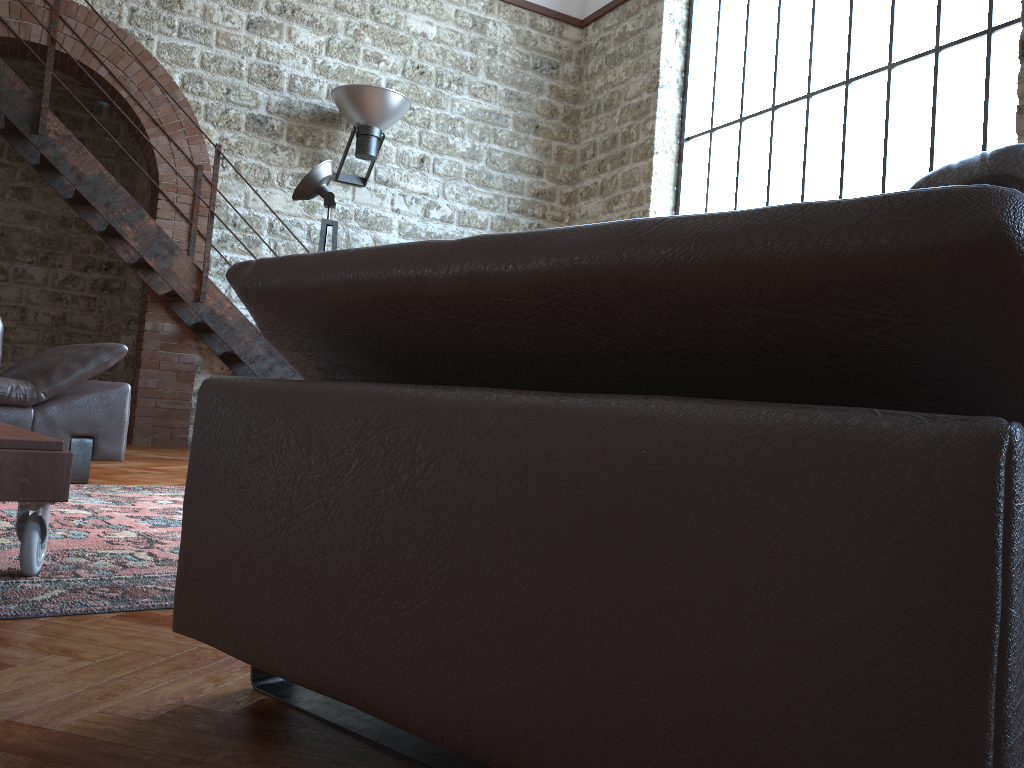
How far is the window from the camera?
5.29m

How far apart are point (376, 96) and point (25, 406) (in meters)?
4.20

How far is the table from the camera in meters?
1.8 m

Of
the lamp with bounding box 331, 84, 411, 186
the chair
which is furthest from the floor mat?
the lamp with bounding box 331, 84, 411, 186

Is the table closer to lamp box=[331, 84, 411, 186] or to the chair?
the chair

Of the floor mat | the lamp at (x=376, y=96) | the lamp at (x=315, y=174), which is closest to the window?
the lamp at (x=376, y=96)

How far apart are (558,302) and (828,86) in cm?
615

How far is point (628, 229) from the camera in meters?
0.8

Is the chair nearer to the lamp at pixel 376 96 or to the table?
the table

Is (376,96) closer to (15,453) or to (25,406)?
(25,406)
